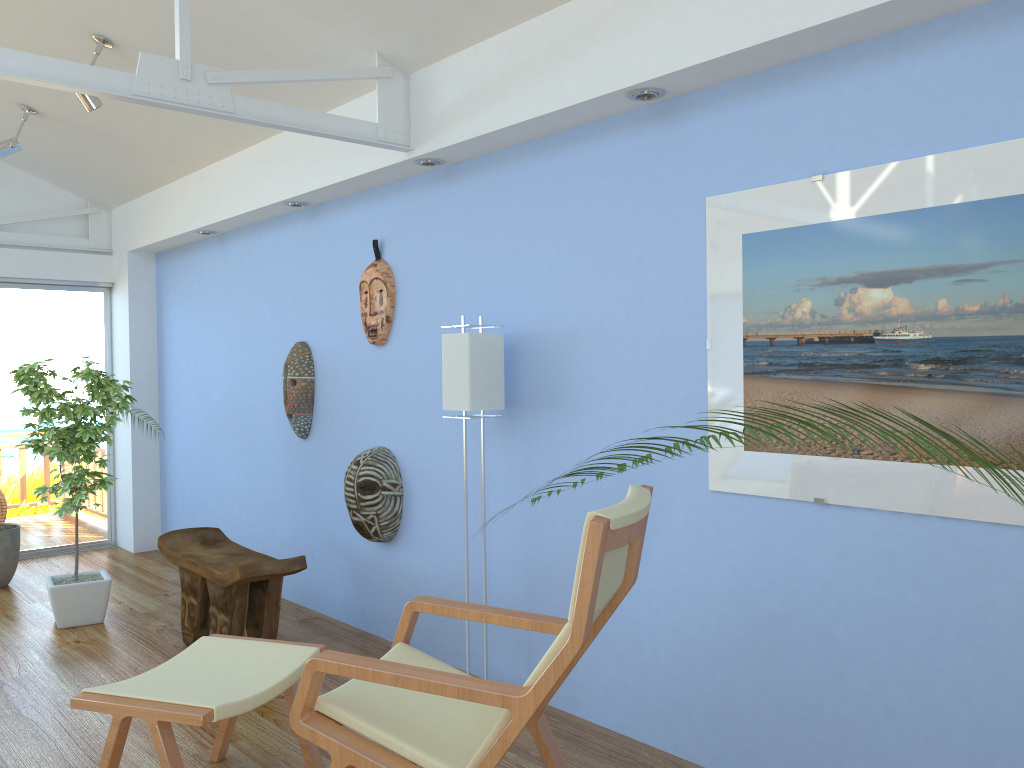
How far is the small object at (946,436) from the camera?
0.95m

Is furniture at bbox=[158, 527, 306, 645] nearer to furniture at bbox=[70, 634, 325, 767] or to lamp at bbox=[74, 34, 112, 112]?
furniture at bbox=[70, 634, 325, 767]

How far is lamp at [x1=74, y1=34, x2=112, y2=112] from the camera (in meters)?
4.12

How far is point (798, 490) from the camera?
2.6 meters

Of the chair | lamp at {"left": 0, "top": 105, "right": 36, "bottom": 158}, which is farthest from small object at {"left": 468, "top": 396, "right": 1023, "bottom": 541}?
lamp at {"left": 0, "top": 105, "right": 36, "bottom": 158}

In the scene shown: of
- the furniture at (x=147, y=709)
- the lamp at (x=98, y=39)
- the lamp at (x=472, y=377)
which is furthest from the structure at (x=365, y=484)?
the lamp at (x=98, y=39)

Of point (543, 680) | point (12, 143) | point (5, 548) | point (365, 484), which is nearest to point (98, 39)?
point (12, 143)

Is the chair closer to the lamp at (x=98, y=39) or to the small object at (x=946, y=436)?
the small object at (x=946, y=436)

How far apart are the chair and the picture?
0.45m

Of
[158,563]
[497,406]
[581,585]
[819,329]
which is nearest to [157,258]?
[158,563]
